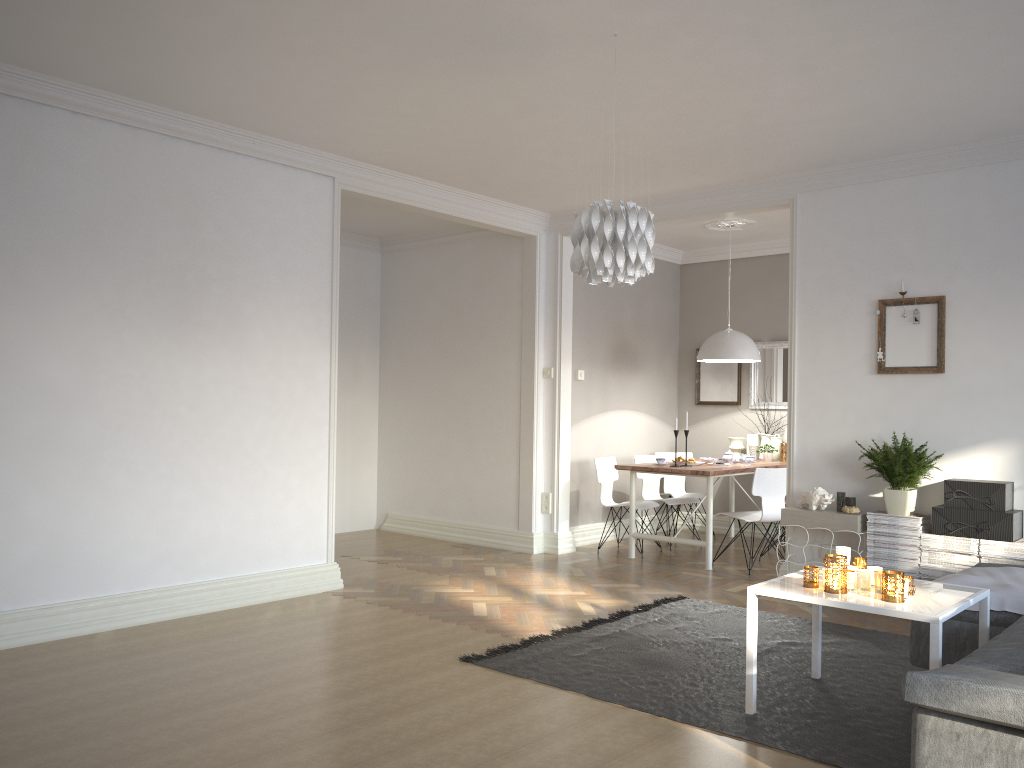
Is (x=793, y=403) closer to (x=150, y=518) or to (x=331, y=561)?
(x=331, y=561)

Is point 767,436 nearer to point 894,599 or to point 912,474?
point 912,474

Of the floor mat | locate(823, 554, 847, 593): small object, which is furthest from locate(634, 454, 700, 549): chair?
locate(823, 554, 847, 593): small object

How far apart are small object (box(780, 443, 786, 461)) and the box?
2.82m

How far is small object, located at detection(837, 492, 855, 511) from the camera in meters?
5.5 m

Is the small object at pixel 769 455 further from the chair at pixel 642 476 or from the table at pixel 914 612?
the table at pixel 914 612

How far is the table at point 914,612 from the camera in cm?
310

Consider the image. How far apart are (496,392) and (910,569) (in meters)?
3.58

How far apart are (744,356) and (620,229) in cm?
401

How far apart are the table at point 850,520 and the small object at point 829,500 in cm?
5
